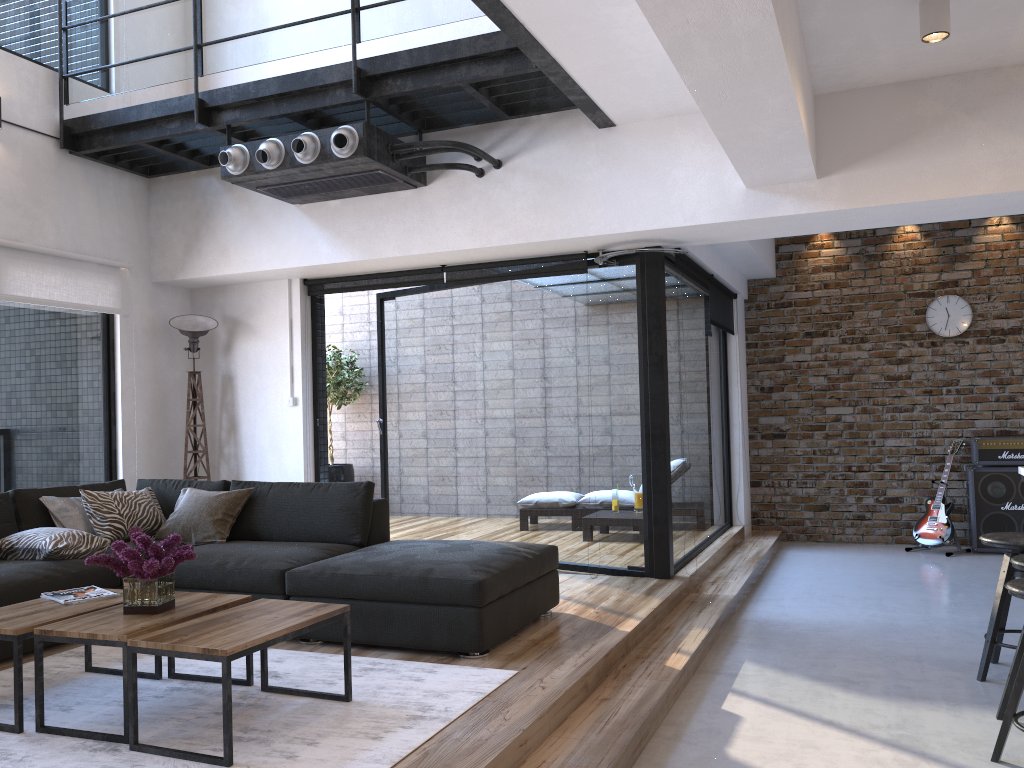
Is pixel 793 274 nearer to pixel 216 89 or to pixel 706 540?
pixel 706 540

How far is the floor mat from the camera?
2.7 meters

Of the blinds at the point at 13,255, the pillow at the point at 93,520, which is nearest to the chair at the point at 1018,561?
the pillow at the point at 93,520

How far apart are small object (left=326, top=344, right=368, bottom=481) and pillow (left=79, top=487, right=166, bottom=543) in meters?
4.0

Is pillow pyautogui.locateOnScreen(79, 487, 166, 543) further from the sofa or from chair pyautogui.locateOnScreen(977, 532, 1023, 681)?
chair pyautogui.locateOnScreen(977, 532, 1023, 681)

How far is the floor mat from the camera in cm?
274

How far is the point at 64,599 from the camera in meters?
3.4

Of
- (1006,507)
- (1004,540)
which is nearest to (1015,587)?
(1004,540)

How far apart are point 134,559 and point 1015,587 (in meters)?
2.97

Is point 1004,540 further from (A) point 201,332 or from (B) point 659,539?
(A) point 201,332
